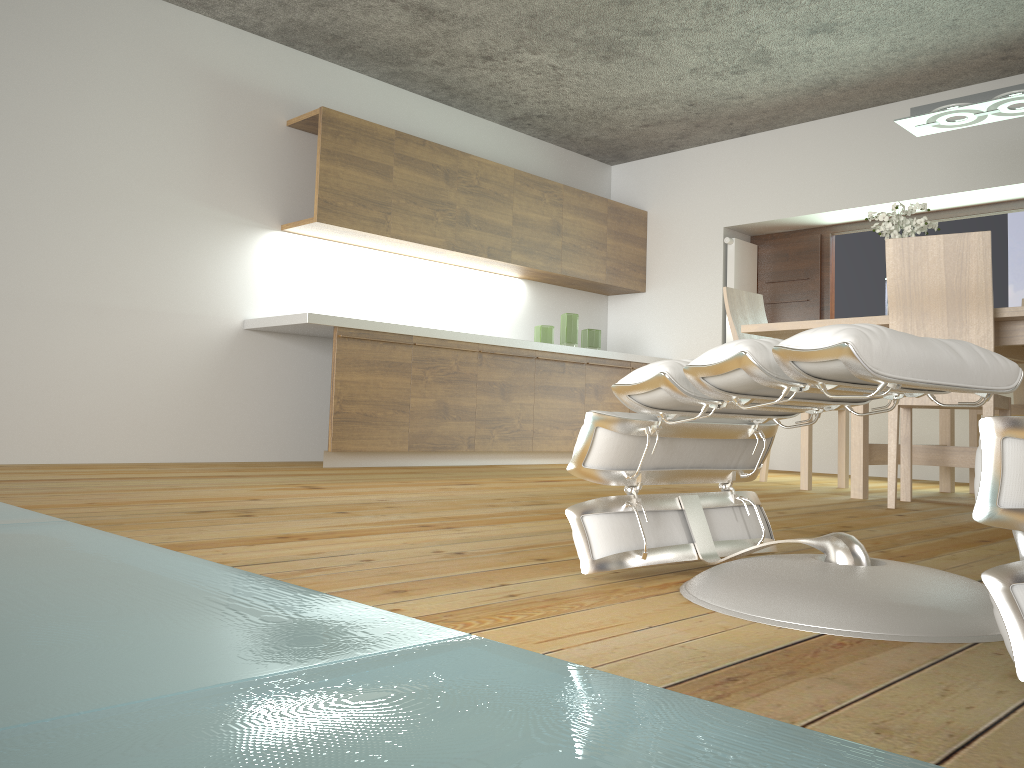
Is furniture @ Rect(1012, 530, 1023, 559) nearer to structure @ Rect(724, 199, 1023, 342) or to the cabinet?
the cabinet

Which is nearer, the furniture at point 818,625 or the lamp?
the furniture at point 818,625

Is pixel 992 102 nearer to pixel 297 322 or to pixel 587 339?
pixel 587 339

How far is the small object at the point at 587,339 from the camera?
6.35m

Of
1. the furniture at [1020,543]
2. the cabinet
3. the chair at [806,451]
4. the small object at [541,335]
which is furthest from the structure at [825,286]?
the furniture at [1020,543]

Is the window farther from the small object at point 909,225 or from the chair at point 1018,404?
the small object at point 909,225

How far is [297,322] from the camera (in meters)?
4.61

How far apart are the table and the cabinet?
1.8m

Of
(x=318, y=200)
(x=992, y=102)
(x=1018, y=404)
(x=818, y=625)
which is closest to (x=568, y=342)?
(x=318, y=200)

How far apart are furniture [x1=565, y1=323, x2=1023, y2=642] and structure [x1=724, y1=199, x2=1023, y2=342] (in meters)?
4.72
